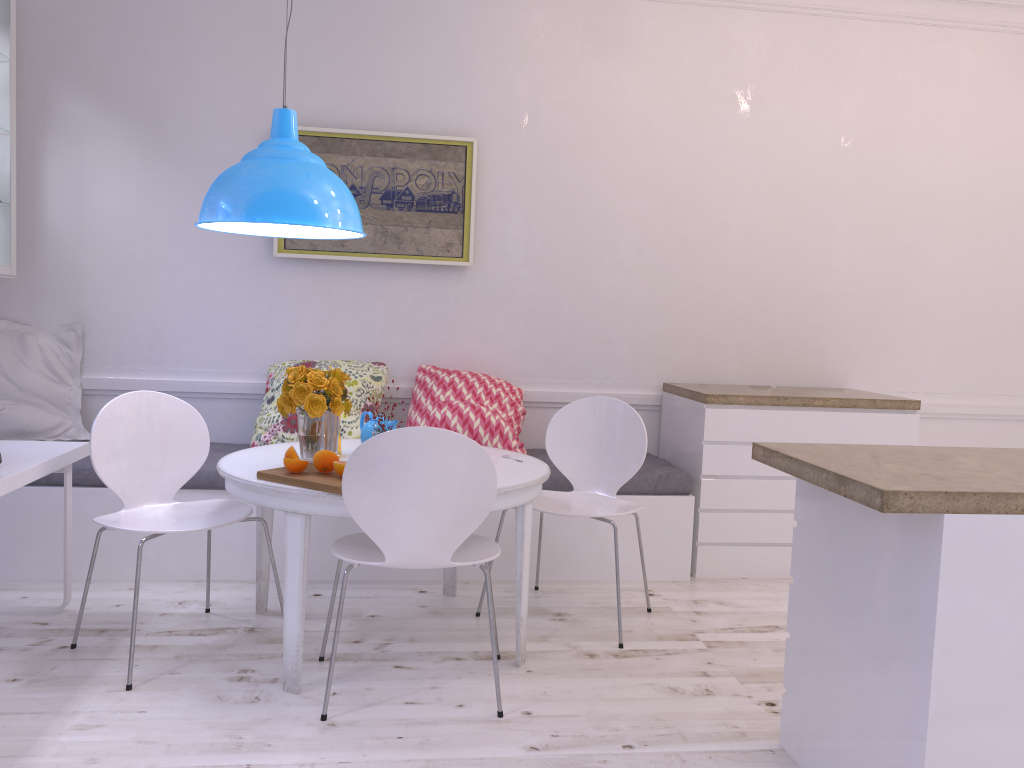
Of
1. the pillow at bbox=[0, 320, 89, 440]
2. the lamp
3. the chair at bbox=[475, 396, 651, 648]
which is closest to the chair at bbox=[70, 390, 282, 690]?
the lamp

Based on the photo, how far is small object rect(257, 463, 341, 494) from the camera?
2.5 meters

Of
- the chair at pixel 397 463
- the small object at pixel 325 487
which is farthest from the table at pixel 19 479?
the chair at pixel 397 463

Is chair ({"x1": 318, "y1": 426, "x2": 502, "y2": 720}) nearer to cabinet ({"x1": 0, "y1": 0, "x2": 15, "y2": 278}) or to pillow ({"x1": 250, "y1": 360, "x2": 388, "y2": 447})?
pillow ({"x1": 250, "y1": 360, "x2": 388, "y2": 447})

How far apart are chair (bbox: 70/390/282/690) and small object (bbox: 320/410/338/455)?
0.4 meters

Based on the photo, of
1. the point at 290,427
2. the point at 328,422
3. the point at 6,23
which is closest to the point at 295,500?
the point at 328,422

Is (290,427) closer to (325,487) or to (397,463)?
(325,487)

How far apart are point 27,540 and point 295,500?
1.7m

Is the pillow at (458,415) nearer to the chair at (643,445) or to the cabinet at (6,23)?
the chair at (643,445)

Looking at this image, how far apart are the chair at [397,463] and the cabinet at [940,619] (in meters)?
0.73
